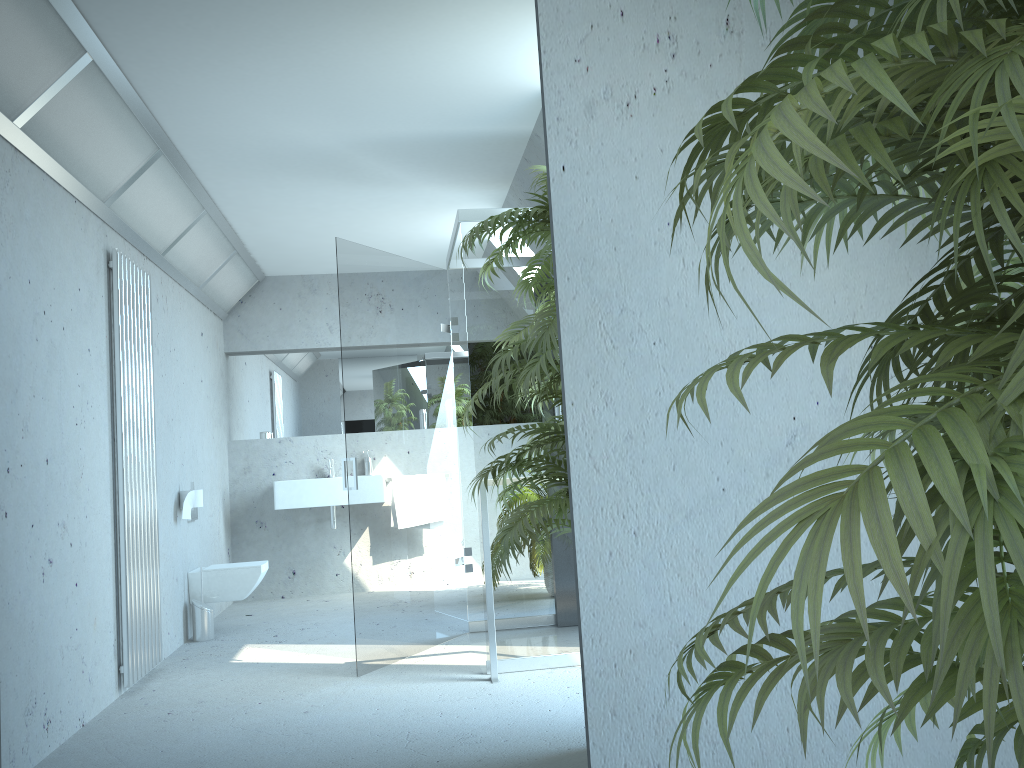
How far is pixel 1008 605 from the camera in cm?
55

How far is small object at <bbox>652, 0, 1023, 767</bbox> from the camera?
0.5 meters

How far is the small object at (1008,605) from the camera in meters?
0.5 m

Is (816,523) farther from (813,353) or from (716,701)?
(716,701)
